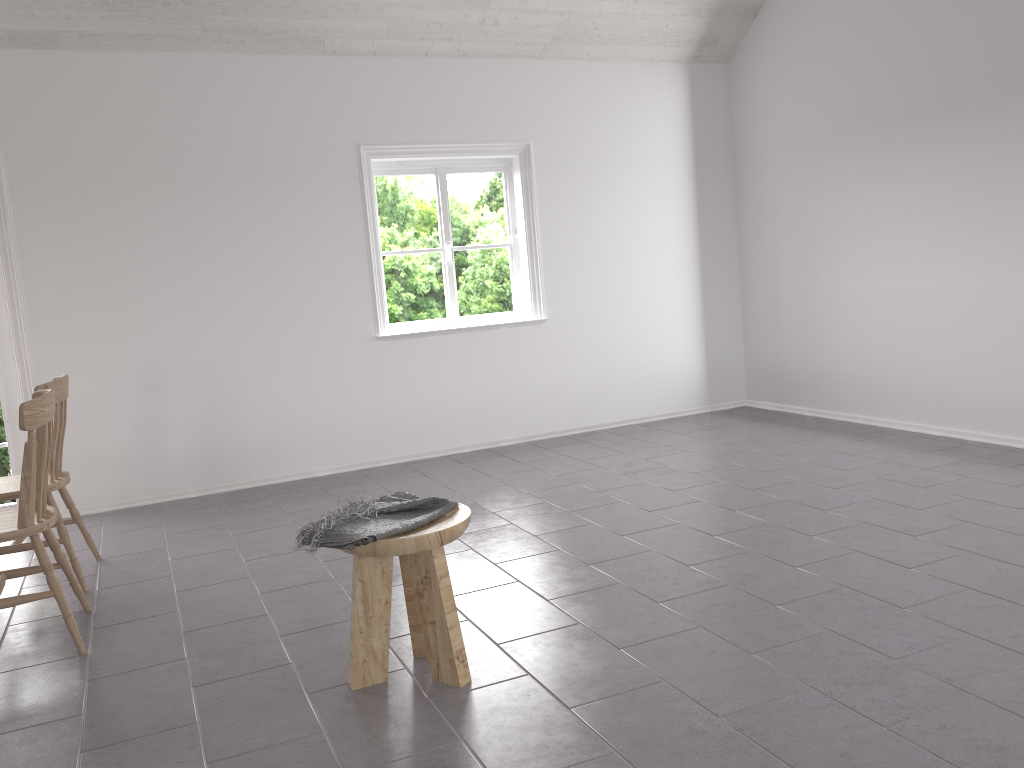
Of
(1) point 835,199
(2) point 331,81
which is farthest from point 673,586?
(2) point 331,81

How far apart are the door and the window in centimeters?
228cm

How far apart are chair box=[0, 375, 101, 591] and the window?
2.4m

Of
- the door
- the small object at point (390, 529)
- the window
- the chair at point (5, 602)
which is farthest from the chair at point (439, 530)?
the door

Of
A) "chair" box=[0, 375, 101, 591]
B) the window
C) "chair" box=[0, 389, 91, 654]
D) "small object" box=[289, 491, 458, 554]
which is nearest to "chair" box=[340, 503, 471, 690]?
"small object" box=[289, 491, 458, 554]

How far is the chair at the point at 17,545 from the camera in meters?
3.7 m

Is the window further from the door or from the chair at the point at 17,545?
the chair at the point at 17,545

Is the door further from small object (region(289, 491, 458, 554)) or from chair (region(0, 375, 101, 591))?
small object (region(289, 491, 458, 554))

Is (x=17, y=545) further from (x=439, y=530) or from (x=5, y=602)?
(x=439, y=530)

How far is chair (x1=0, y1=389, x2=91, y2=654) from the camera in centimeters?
300cm
